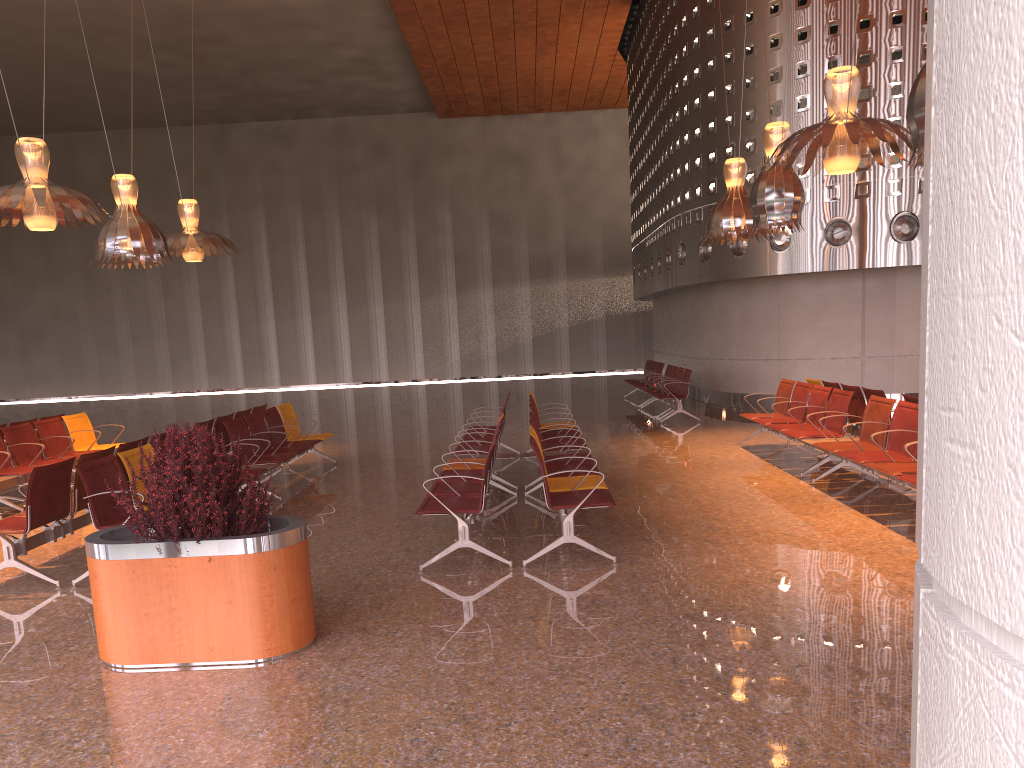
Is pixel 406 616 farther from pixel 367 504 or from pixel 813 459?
pixel 813 459
